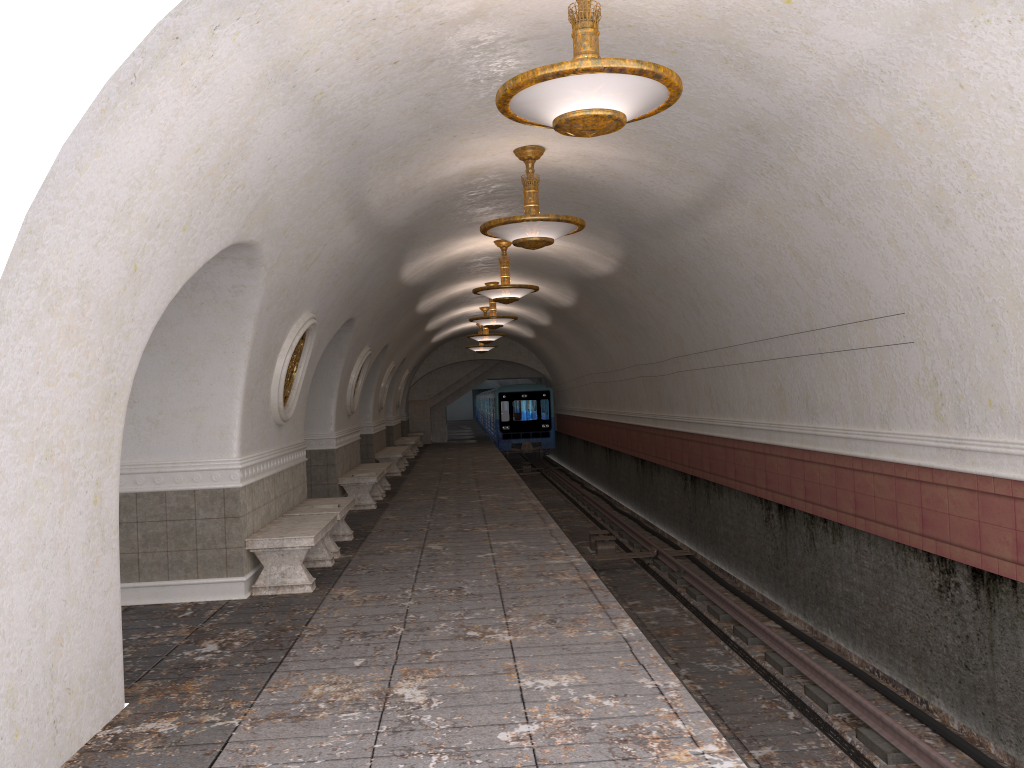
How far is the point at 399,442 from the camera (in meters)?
25.80

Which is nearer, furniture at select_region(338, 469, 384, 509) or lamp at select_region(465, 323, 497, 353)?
furniture at select_region(338, 469, 384, 509)

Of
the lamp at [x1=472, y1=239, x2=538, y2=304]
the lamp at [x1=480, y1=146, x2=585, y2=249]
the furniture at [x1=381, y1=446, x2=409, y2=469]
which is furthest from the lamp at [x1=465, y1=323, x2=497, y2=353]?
the lamp at [x1=480, y1=146, x2=585, y2=249]

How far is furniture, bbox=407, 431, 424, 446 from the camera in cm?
3213

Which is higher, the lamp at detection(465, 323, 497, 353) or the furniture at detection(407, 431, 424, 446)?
the lamp at detection(465, 323, 497, 353)

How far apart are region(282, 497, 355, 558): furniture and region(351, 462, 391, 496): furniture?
4.8m

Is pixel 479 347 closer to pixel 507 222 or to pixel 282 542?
pixel 507 222

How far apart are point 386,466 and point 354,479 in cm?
215

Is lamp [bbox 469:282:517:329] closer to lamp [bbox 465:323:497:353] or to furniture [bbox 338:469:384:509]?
furniture [bbox 338:469:384:509]

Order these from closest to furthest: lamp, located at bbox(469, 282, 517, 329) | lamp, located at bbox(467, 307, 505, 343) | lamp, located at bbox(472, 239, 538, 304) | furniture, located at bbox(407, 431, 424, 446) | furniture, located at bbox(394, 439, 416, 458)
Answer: lamp, located at bbox(472, 239, 538, 304) < lamp, located at bbox(469, 282, 517, 329) < lamp, located at bbox(467, 307, 505, 343) < furniture, located at bbox(394, 439, 416, 458) < furniture, located at bbox(407, 431, 424, 446)
